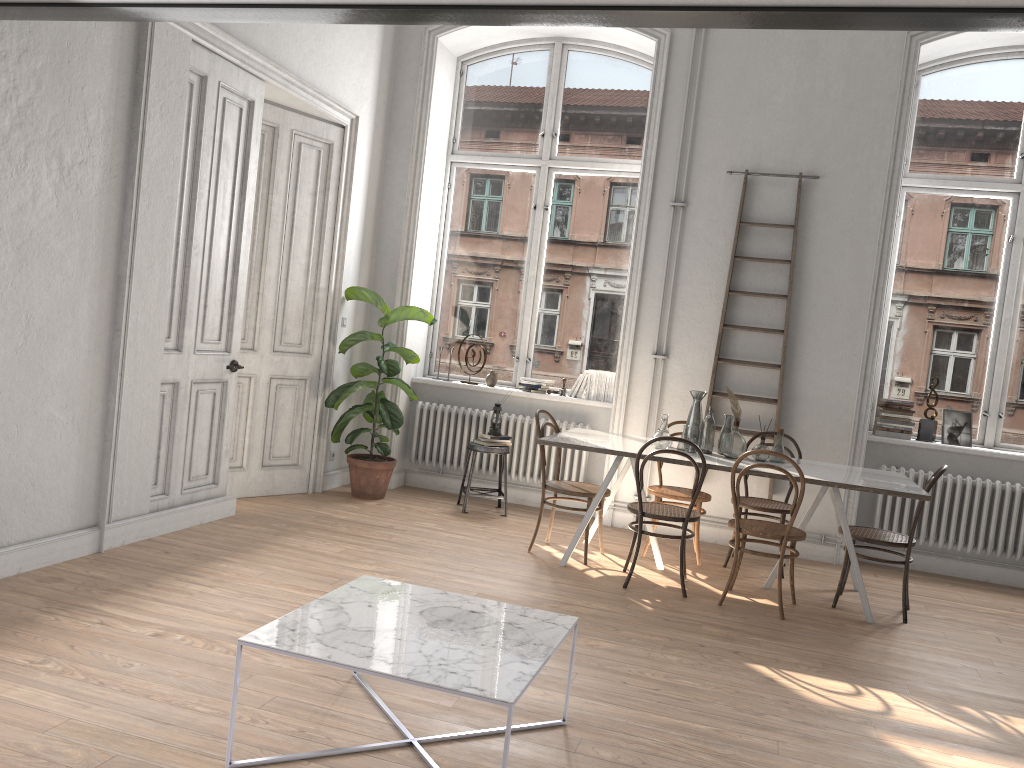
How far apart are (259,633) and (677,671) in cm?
198

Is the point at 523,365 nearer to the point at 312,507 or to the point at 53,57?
the point at 312,507

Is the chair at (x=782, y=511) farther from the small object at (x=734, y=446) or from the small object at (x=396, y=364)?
the small object at (x=396, y=364)

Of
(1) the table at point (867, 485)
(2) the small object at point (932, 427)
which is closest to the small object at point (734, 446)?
(1) the table at point (867, 485)

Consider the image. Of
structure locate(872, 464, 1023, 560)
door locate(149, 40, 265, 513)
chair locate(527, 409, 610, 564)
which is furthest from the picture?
door locate(149, 40, 265, 513)

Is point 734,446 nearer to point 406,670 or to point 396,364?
point 396,364

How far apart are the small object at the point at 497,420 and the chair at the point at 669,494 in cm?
140

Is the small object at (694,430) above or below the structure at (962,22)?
below

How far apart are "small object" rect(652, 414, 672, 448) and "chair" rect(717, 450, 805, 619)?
0.7m

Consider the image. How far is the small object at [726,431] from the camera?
5.6 meters
